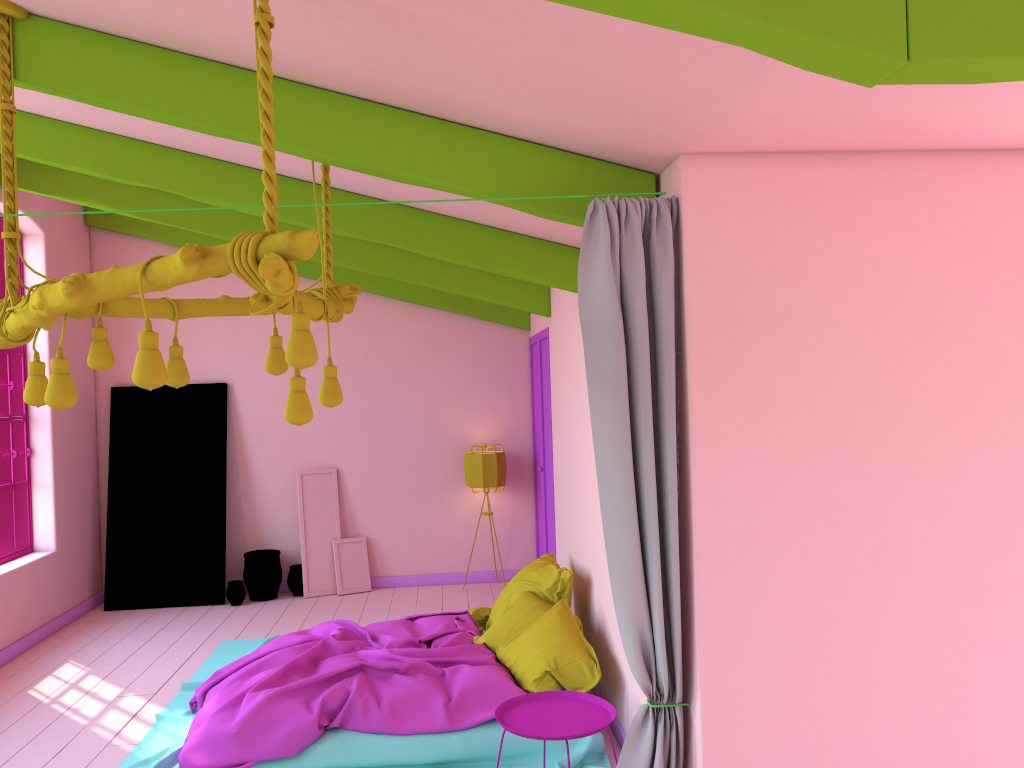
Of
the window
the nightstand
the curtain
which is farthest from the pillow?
the window

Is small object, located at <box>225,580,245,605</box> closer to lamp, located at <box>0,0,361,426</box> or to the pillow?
the pillow

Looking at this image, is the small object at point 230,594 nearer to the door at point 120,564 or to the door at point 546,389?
the door at point 120,564

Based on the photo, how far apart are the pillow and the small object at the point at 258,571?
3.0 meters

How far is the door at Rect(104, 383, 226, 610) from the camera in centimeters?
876cm

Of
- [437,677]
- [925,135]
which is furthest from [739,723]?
[925,135]

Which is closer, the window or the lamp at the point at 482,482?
the window

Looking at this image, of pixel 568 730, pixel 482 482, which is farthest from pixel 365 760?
pixel 482 482

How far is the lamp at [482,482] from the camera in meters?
8.9

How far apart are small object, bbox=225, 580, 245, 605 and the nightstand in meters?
4.9
